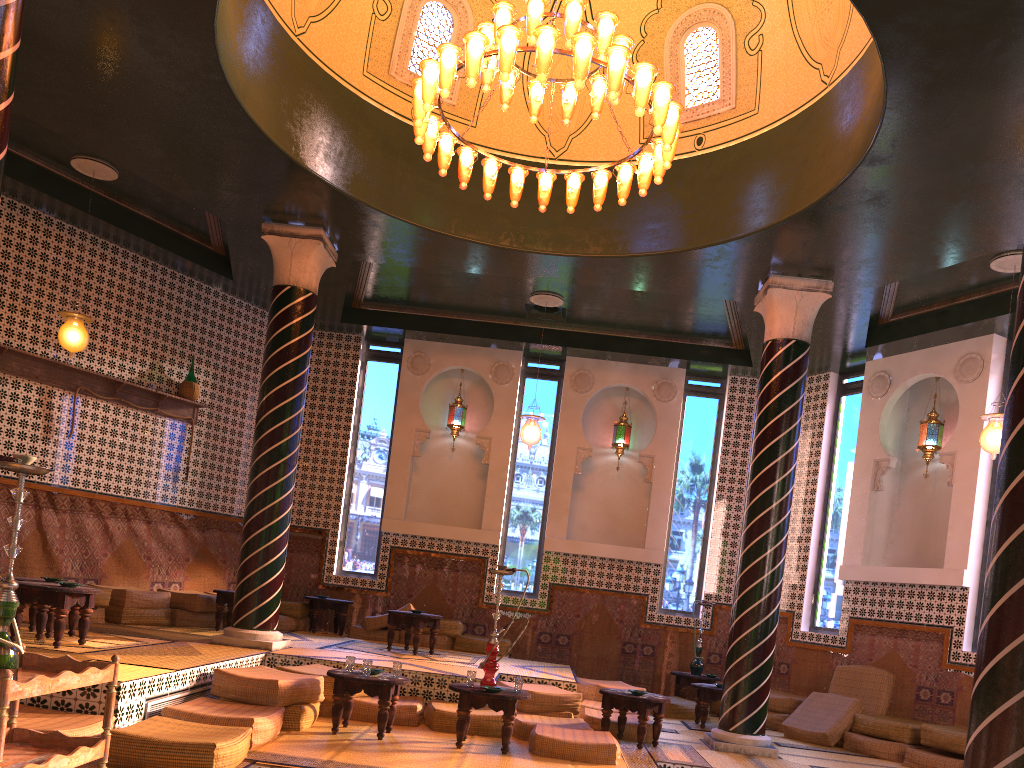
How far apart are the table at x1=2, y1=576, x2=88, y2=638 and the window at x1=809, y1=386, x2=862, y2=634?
10.5m

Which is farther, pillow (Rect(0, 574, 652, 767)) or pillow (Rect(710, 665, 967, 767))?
pillow (Rect(710, 665, 967, 767))

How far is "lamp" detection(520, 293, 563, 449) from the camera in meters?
13.1 m

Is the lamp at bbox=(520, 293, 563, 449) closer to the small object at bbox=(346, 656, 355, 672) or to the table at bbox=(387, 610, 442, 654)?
the table at bbox=(387, 610, 442, 654)

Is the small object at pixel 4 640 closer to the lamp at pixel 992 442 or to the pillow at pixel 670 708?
the lamp at pixel 992 442

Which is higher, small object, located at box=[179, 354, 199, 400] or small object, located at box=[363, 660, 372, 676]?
small object, located at box=[179, 354, 199, 400]

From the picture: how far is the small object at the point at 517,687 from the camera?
8.2m

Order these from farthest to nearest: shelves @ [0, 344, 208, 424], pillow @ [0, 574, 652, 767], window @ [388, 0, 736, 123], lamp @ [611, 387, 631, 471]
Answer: lamp @ [611, 387, 631, 471]
shelves @ [0, 344, 208, 424]
window @ [388, 0, 736, 123]
pillow @ [0, 574, 652, 767]

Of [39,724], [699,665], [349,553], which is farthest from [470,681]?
[349,553]

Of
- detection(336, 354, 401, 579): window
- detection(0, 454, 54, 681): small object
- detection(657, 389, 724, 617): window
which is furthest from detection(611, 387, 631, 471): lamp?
detection(0, 454, 54, 681): small object
